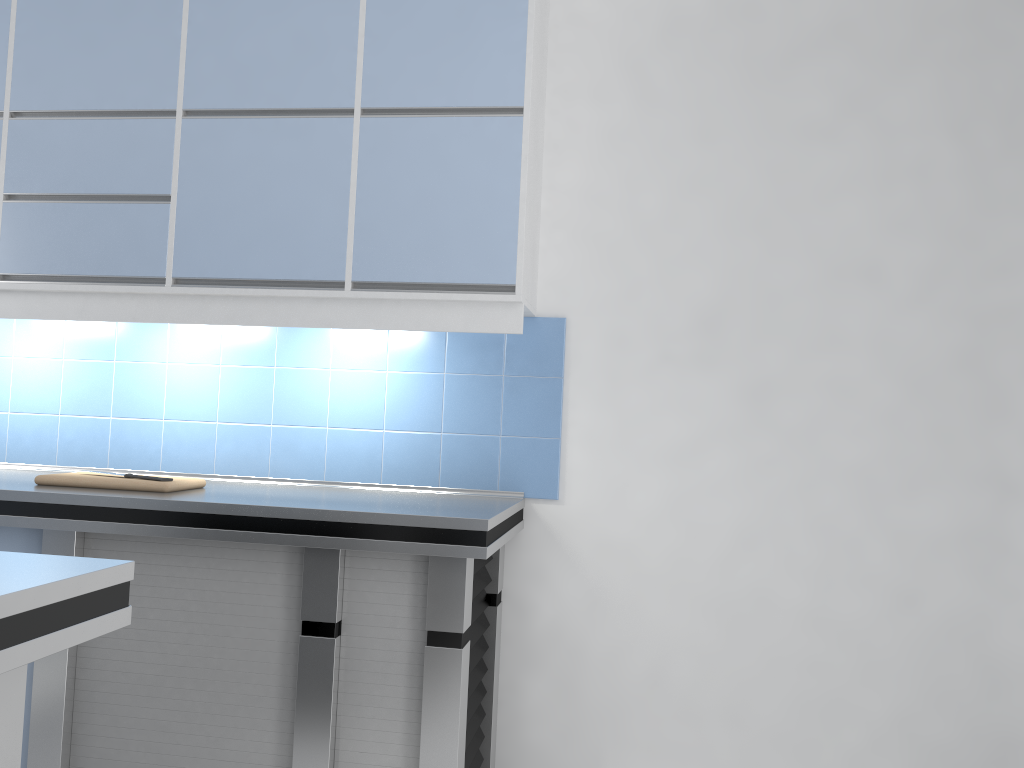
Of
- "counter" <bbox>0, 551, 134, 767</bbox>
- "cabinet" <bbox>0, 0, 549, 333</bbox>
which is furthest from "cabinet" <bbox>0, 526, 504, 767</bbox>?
"counter" <bbox>0, 551, 134, 767</bbox>

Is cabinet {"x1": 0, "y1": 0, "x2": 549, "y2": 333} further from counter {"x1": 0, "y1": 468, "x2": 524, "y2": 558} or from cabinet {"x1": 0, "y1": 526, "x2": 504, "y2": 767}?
cabinet {"x1": 0, "y1": 526, "x2": 504, "y2": 767}

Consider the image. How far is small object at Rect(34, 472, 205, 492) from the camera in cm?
255

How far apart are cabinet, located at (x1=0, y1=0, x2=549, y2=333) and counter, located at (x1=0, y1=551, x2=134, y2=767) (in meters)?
1.39

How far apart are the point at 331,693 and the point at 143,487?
0.81m

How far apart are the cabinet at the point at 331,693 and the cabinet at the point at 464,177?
0.70m

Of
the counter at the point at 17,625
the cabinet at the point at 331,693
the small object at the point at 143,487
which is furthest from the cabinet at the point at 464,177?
the counter at the point at 17,625

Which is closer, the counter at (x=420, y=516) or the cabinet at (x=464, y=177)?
the counter at (x=420, y=516)

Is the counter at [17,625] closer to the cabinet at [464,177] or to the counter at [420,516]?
the counter at [420,516]

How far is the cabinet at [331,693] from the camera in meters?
2.3 m
